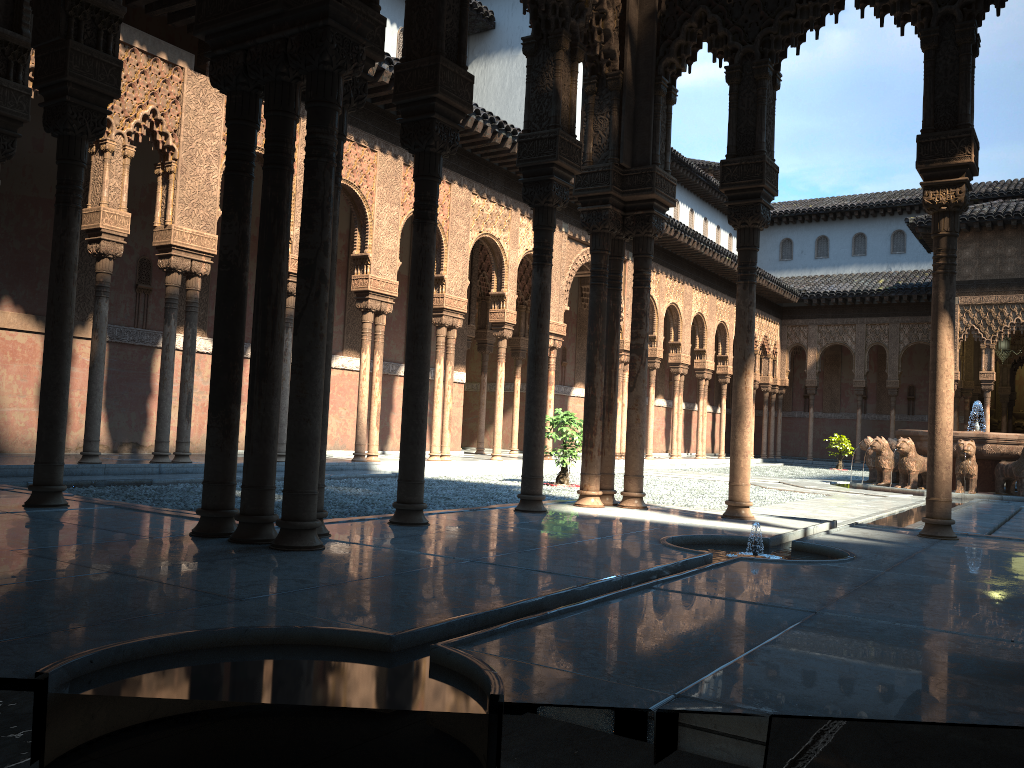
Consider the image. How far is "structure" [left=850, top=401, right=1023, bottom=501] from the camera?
16.23m

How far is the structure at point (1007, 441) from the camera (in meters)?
16.23

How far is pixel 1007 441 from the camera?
16.2 meters

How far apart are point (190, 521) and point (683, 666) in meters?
4.0 m
